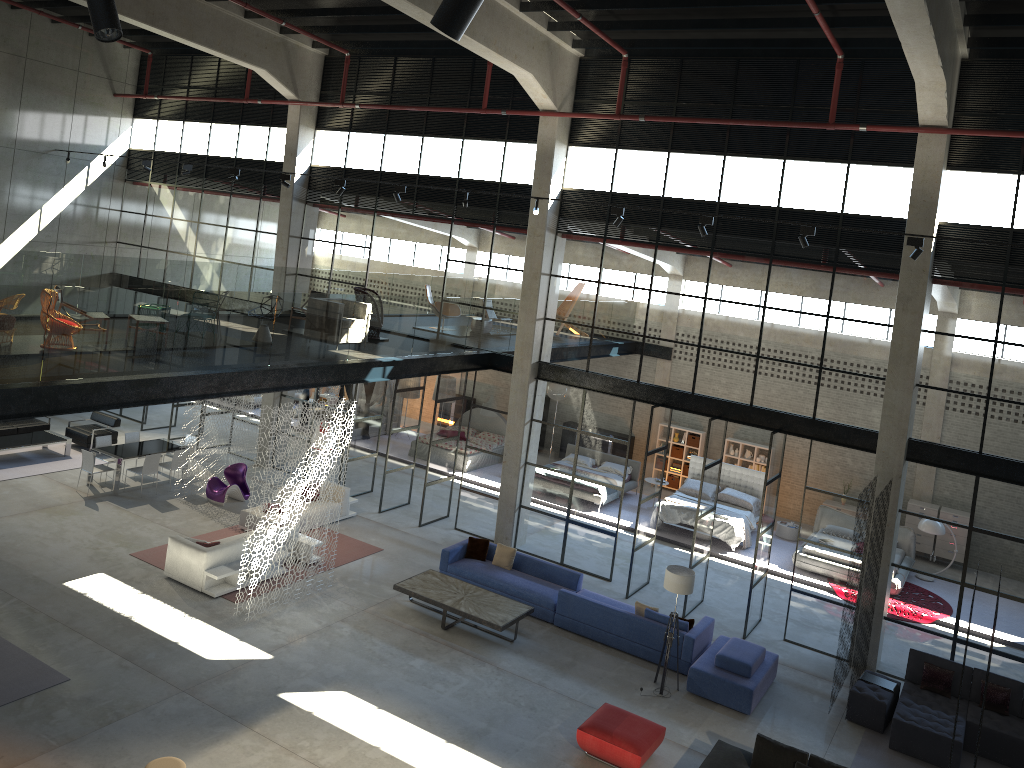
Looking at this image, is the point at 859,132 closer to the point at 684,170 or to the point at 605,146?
the point at 684,170

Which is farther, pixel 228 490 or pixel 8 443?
pixel 8 443

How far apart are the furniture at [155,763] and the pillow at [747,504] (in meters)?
14.69

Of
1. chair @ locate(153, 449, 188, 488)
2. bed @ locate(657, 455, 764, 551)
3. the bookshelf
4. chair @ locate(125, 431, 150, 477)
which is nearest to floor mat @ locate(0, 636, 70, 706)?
chair @ locate(153, 449, 188, 488)

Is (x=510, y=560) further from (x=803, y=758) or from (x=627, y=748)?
(x=803, y=758)

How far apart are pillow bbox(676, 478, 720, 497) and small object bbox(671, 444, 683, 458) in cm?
250

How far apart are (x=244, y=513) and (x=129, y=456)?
3.13m

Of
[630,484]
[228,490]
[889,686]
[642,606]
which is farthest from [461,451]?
[889,686]

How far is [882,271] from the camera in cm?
1447

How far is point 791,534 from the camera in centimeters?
2118cm
